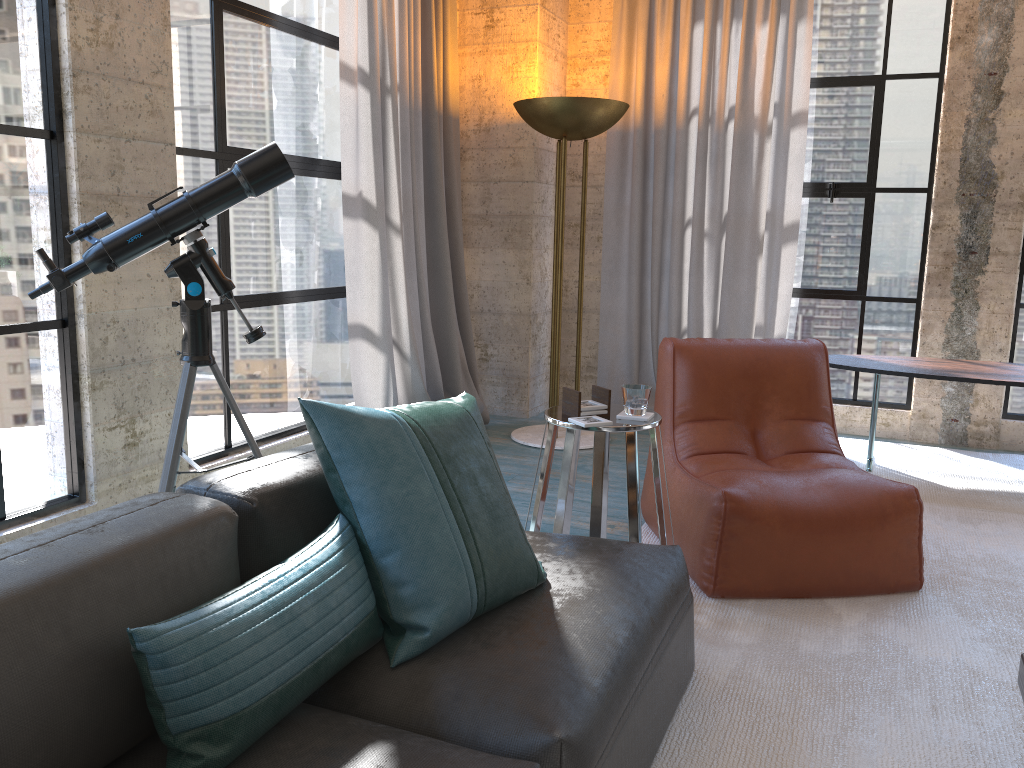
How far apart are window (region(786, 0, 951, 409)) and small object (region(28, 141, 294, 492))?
3.6 meters

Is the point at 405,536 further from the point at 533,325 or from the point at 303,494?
the point at 533,325

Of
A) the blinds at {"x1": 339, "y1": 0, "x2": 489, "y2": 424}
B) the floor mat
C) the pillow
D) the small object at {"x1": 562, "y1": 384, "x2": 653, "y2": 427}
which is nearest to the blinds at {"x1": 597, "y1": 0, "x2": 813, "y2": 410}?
the floor mat

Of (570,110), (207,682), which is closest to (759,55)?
(570,110)

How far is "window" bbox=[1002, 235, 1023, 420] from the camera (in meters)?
4.93

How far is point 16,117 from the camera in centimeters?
281cm

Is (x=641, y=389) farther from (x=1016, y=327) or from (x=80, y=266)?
(x=1016, y=327)

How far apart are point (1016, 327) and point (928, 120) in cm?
126

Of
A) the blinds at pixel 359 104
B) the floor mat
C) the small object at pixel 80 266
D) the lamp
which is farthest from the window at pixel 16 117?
the lamp

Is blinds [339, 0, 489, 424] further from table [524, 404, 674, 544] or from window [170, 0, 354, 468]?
table [524, 404, 674, 544]
